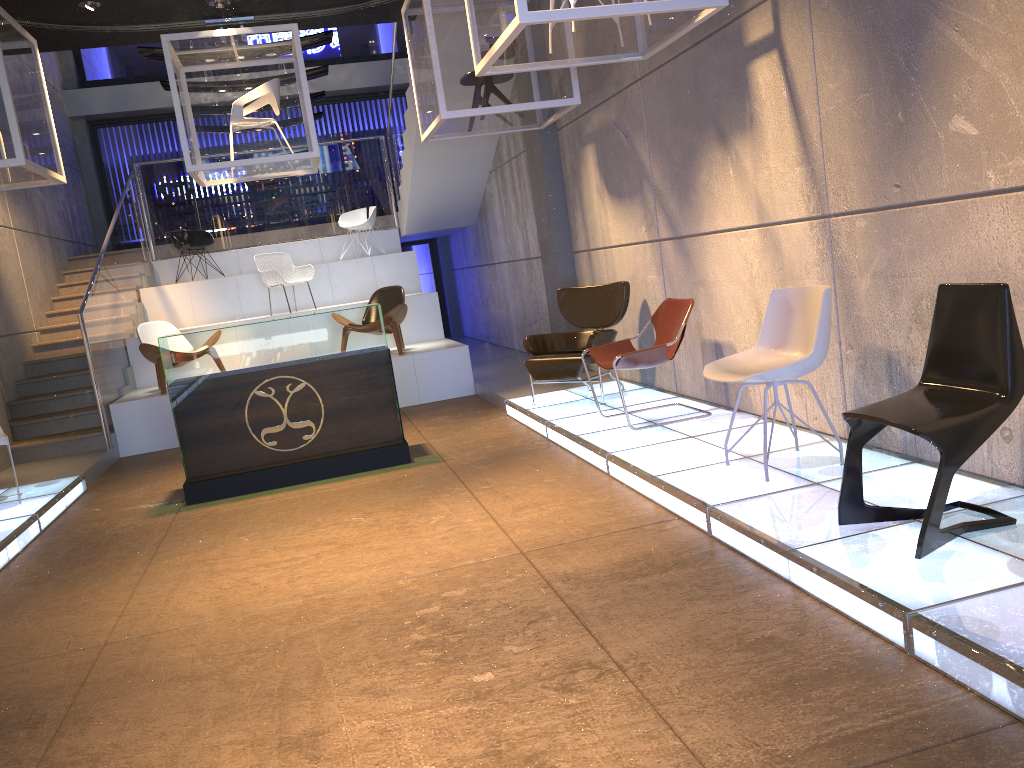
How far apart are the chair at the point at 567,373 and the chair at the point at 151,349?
4.1 meters

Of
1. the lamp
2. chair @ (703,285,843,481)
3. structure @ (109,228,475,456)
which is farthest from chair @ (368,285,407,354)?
chair @ (703,285,843,481)

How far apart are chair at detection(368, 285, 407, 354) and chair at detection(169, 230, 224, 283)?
3.6m

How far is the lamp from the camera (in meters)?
7.53

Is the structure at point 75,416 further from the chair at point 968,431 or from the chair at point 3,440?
the chair at point 968,431

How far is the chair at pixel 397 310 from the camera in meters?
9.7

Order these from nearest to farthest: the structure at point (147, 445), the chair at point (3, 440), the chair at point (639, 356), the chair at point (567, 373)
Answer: the chair at point (639, 356), the chair at point (3, 440), the chair at point (567, 373), the structure at point (147, 445)

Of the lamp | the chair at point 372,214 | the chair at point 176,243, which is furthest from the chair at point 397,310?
the lamp

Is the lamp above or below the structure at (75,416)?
above

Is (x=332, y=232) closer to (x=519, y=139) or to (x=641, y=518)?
(x=519, y=139)
